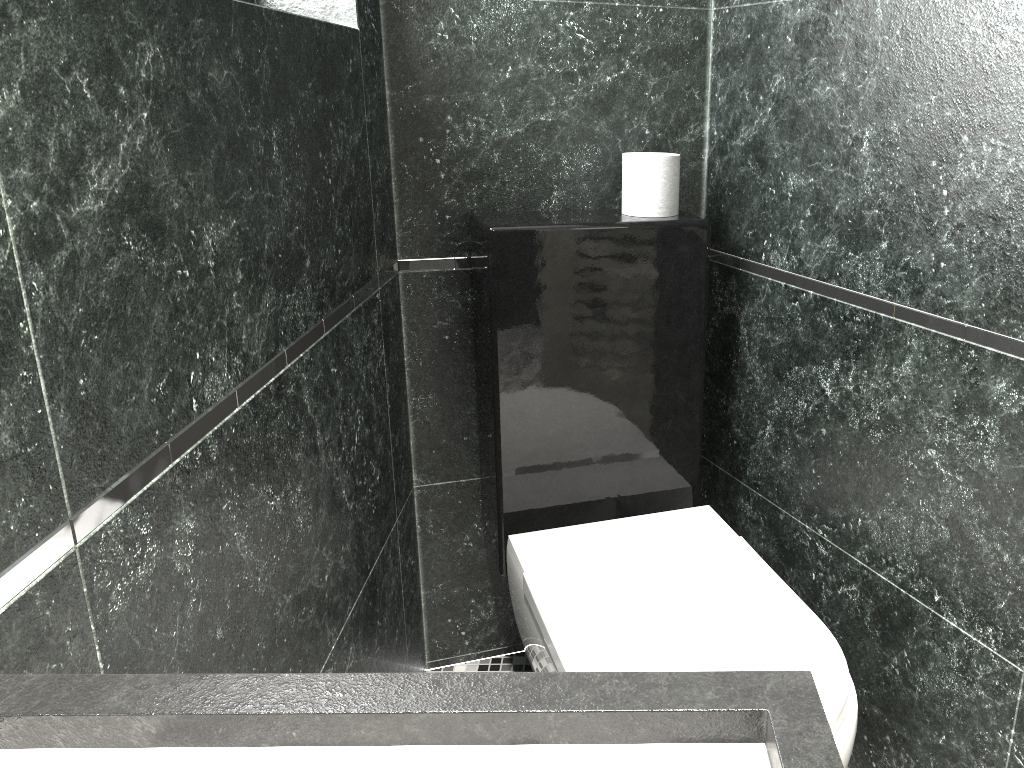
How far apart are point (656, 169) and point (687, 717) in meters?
1.5 m

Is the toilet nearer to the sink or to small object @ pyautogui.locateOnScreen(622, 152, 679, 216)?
small object @ pyautogui.locateOnScreen(622, 152, 679, 216)

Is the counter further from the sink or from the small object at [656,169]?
the small object at [656,169]

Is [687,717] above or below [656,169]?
below

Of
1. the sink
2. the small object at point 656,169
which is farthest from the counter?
the small object at point 656,169

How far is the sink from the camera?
0.58m

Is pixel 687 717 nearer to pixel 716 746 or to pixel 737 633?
pixel 716 746

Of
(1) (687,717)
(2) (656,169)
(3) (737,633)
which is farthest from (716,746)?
(2) (656,169)

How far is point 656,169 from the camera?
1.9m

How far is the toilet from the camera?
1.51m
